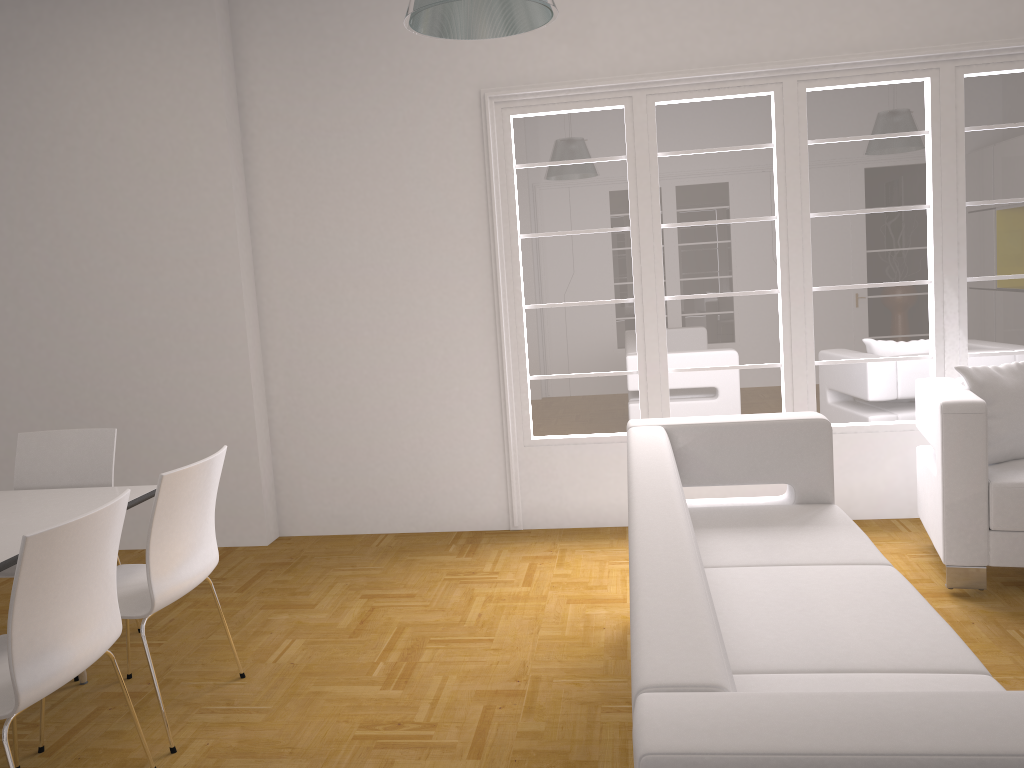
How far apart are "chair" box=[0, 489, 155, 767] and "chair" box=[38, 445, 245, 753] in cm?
12

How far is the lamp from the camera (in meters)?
2.68

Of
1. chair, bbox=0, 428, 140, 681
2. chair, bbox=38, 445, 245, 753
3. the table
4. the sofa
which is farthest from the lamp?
chair, bbox=0, 428, 140, 681

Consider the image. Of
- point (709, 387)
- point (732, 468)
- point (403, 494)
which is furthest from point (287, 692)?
point (709, 387)

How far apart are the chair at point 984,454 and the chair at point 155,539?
2.92m

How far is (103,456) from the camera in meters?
3.9 m

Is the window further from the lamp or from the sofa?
the lamp

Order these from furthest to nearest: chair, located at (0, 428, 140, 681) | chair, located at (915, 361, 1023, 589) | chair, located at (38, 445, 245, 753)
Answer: chair, located at (0, 428, 140, 681)
chair, located at (915, 361, 1023, 589)
chair, located at (38, 445, 245, 753)

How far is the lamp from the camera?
2.7 meters

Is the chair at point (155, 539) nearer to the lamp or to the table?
the table
